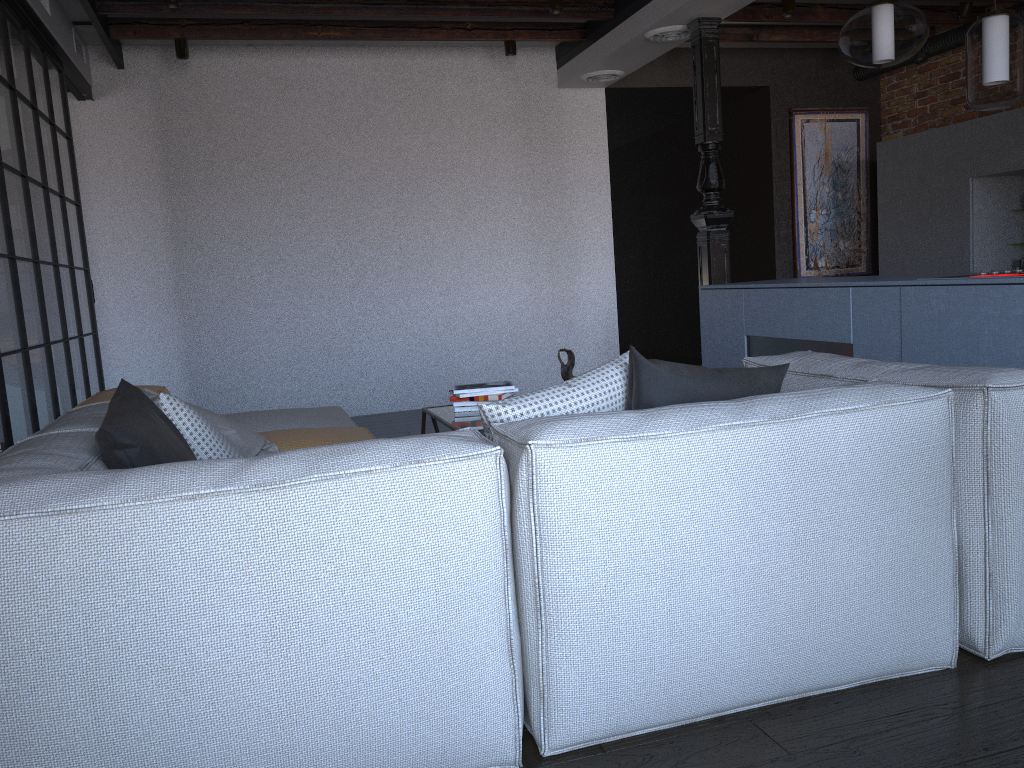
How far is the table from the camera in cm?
348

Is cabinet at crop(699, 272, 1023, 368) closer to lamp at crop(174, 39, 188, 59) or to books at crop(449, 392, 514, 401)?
books at crop(449, 392, 514, 401)

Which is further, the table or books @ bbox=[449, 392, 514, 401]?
books @ bbox=[449, 392, 514, 401]

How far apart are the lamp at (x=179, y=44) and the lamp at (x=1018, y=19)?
4.55m

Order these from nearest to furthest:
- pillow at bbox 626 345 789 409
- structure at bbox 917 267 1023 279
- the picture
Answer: pillow at bbox 626 345 789 409 → structure at bbox 917 267 1023 279 → the picture

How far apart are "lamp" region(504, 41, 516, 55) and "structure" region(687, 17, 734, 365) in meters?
1.4

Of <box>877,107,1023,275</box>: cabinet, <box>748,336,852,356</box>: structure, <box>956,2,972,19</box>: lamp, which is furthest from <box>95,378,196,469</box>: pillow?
<box>956,2,972,19</box>: lamp

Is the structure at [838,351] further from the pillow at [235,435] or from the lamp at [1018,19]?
the pillow at [235,435]

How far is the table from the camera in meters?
3.5 m

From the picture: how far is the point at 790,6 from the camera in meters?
5.7
